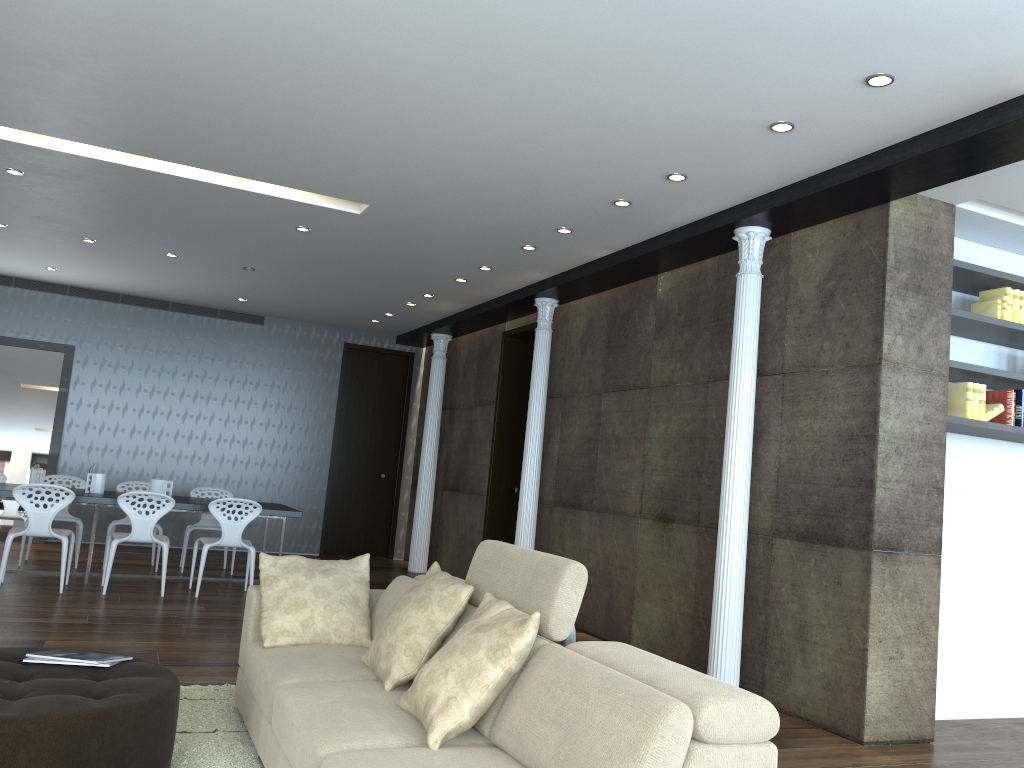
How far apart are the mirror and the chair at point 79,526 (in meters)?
1.75

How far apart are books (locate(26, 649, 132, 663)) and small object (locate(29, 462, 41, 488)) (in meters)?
4.98

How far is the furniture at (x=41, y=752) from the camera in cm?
265

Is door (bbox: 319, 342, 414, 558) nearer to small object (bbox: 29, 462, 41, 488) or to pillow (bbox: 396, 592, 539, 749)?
small object (bbox: 29, 462, 41, 488)

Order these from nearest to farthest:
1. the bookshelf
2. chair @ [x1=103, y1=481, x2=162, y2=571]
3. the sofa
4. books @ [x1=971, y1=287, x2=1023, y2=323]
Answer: the sofa < the bookshelf < books @ [x1=971, y1=287, x2=1023, y2=323] < chair @ [x1=103, y1=481, x2=162, y2=571]

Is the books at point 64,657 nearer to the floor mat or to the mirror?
the floor mat

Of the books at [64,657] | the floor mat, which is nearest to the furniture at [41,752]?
the books at [64,657]

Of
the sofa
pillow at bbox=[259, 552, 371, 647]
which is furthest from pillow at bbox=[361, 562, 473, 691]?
pillow at bbox=[259, 552, 371, 647]

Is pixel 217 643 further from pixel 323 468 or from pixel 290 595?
pixel 323 468

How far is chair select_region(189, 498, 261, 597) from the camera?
7.4m
